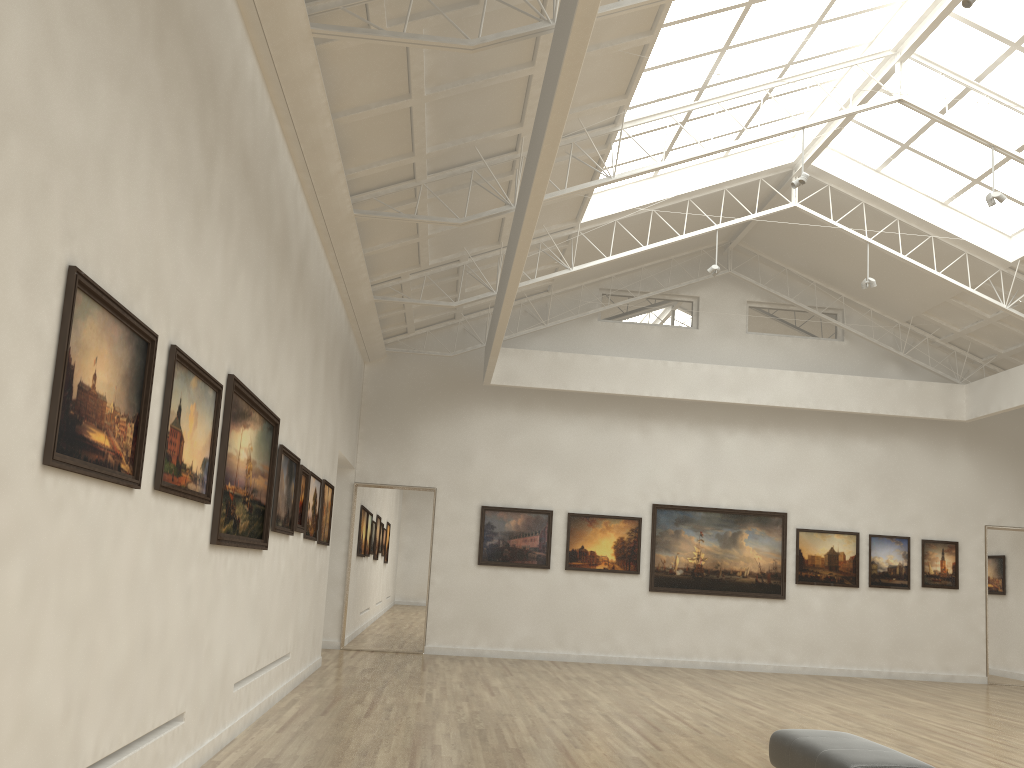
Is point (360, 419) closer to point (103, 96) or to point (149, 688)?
point (149, 688)
